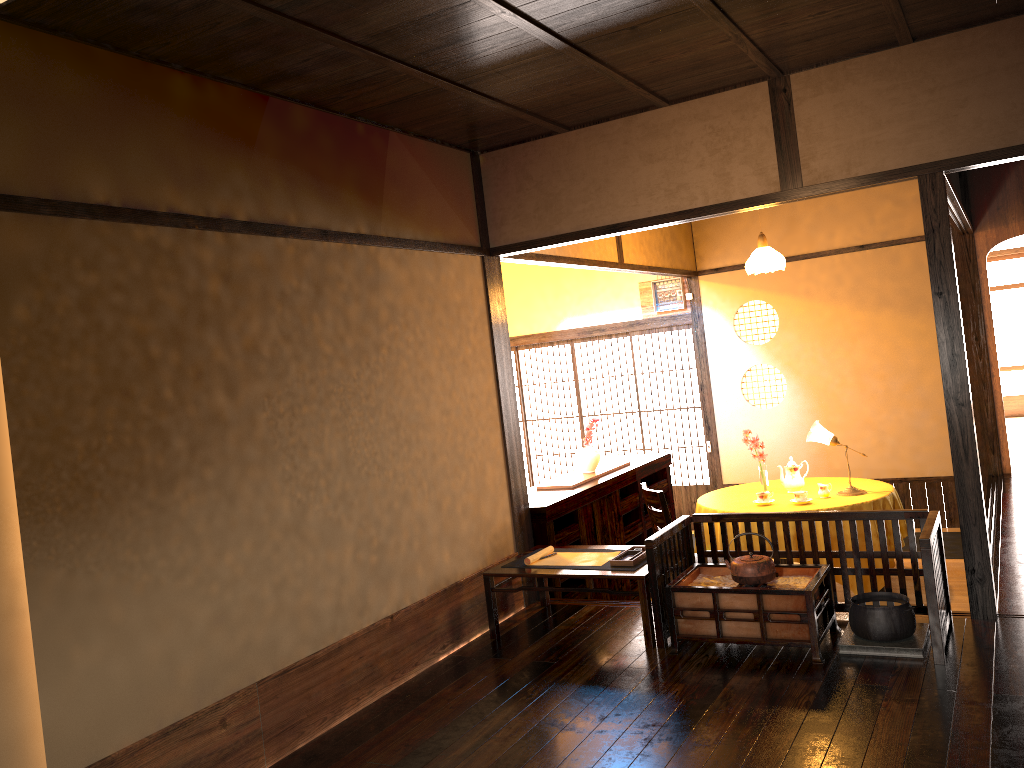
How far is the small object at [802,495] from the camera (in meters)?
5.73

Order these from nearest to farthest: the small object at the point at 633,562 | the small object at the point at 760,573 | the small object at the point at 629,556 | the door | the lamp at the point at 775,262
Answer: the small object at the point at 760,573 → the small object at the point at 633,562 → the small object at the point at 629,556 → the lamp at the point at 775,262 → the door

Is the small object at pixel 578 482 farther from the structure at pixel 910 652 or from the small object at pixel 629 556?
the structure at pixel 910 652

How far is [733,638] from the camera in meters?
3.9

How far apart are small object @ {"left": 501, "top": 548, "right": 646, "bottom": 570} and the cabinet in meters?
0.5 m

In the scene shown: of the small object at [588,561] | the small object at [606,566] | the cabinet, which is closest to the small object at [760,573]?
the small object at [606,566]

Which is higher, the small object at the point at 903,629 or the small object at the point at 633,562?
the small object at the point at 633,562

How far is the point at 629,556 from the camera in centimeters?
446cm

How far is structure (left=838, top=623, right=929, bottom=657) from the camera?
3.6 meters

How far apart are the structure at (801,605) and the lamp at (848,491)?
2.0 meters
